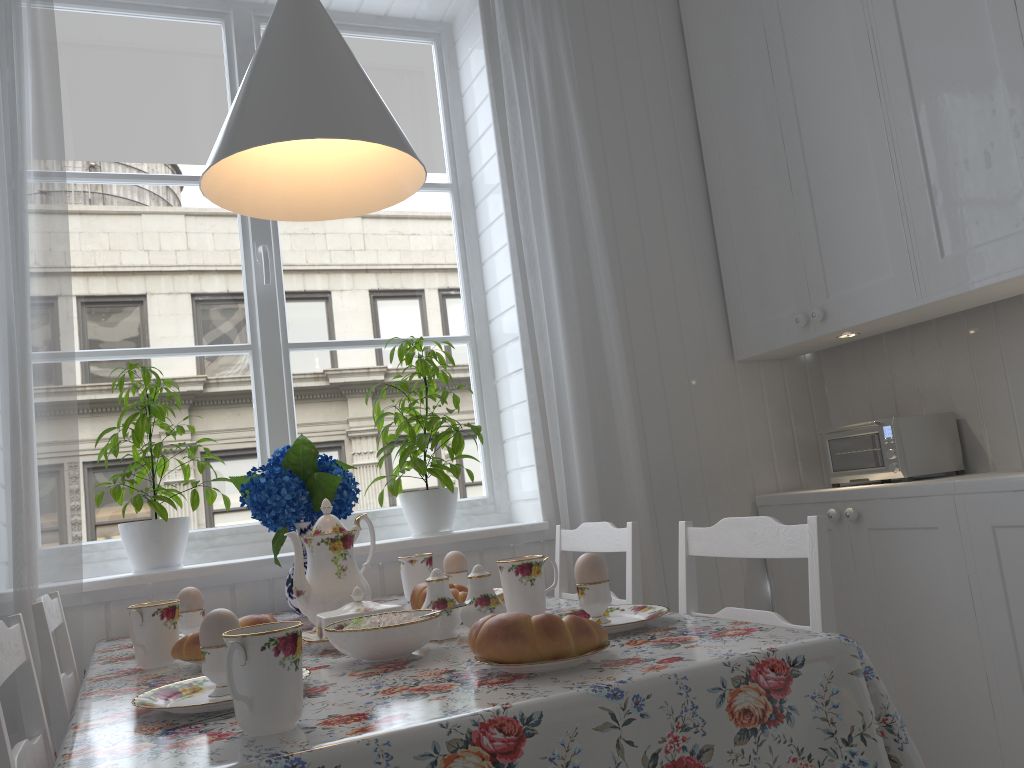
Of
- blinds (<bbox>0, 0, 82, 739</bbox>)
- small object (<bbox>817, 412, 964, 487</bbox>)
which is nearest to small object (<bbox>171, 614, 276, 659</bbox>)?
blinds (<bbox>0, 0, 82, 739</bbox>)

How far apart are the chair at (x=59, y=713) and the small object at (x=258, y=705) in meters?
0.6

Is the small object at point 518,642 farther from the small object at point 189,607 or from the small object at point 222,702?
the small object at point 189,607

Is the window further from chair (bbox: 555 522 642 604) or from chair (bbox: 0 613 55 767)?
chair (bbox: 0 613 55 767)

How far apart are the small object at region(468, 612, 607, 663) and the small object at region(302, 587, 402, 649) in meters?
0.4 m

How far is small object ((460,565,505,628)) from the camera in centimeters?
125cm

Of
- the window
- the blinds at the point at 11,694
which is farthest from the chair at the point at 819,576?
the blinds at the point at 11,694

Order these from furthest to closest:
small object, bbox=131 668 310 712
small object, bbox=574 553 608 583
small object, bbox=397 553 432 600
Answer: small object, bbox=397 553 432 600 → small object, bbox=574 553 608 583 → small object, bbox=131 668 310 712

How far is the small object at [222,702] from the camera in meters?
0.9

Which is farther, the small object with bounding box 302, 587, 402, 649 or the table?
the small object with bounding box 302, 587, 402, 649
